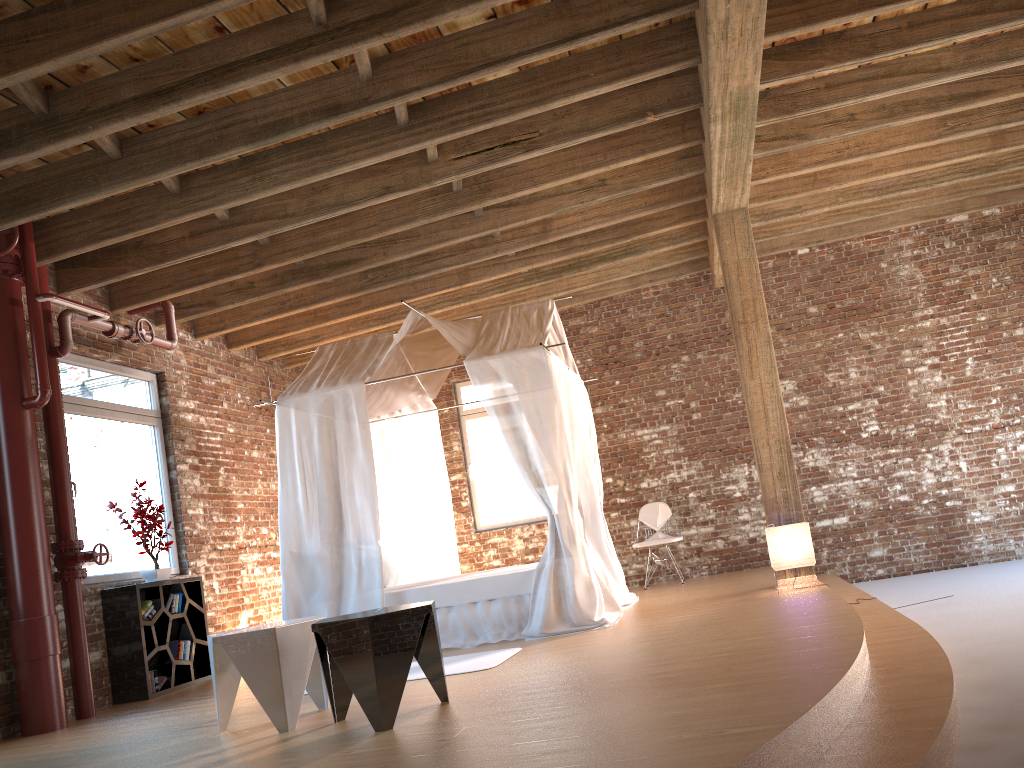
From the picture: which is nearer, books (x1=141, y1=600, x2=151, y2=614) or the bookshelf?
the bookshelf

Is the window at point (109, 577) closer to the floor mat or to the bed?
the bed

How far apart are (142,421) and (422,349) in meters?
2.5

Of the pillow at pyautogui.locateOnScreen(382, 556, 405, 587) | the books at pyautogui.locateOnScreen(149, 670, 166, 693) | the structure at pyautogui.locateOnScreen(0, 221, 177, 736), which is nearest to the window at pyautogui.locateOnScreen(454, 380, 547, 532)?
the pillow at pyautogui.locateOnScreen(382, 556, 405, 587)

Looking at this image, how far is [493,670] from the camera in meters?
4.9

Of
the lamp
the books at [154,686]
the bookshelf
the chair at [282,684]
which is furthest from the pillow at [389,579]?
the lamp

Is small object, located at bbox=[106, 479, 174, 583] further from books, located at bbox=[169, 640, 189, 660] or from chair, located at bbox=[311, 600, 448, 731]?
chair, located at bbox=[311, 600, 448, 731]

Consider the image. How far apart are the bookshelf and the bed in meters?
0.9

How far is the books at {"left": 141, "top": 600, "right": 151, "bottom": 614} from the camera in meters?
6.6 m

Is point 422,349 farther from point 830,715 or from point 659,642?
point 830,715
